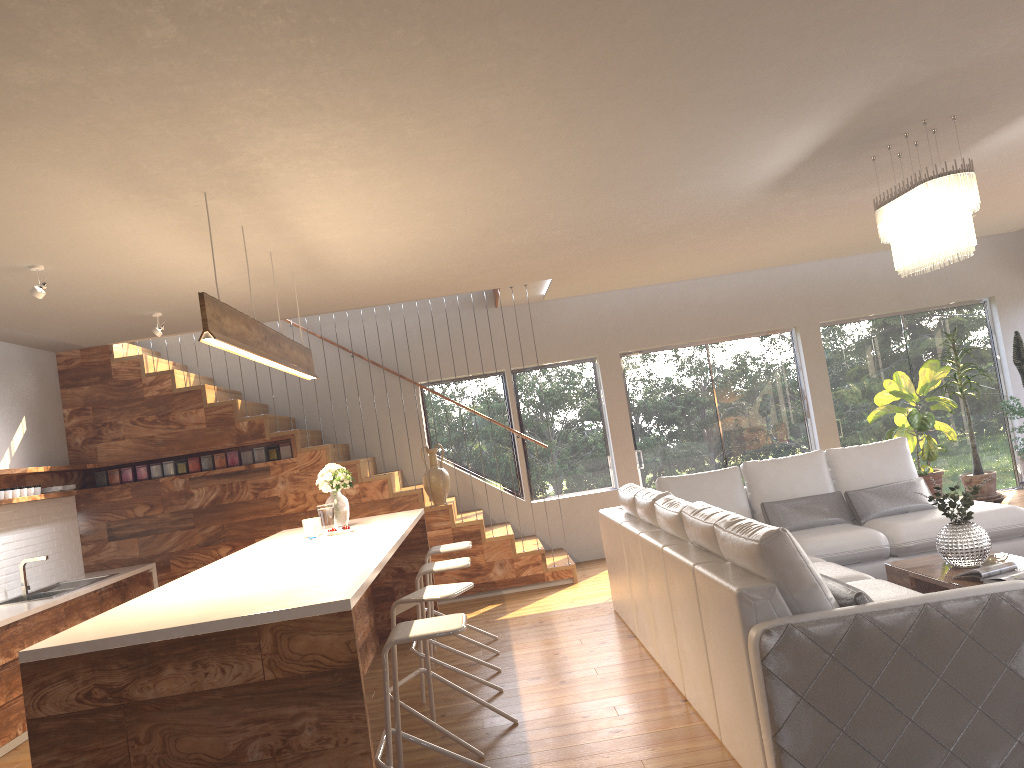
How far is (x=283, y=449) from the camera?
8.1 meters

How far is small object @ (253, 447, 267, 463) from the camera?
8.1m

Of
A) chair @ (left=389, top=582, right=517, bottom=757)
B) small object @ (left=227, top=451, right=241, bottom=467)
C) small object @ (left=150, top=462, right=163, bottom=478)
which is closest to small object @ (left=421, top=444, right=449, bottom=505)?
small object @ (left=227, top=451, right=241, bottom=467)

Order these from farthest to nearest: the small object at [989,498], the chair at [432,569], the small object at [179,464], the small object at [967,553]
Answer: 1. the small object at [989,498]
2. the small object at [179,464]
3. the chair at [432,569]
4. the small object at [967,553]

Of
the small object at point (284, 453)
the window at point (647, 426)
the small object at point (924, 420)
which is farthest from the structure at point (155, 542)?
Answer: the small object at point (924, 420)

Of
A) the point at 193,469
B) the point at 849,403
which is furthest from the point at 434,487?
the point at 849,403

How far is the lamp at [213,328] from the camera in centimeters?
383cm

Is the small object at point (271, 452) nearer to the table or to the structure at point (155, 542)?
the structure at point (155, 542)

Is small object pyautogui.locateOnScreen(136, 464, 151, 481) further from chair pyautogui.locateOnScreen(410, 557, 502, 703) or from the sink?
chair pyautogui.locateOnScreen(410, 557, 502, 703)

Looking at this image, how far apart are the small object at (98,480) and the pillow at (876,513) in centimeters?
577cm
